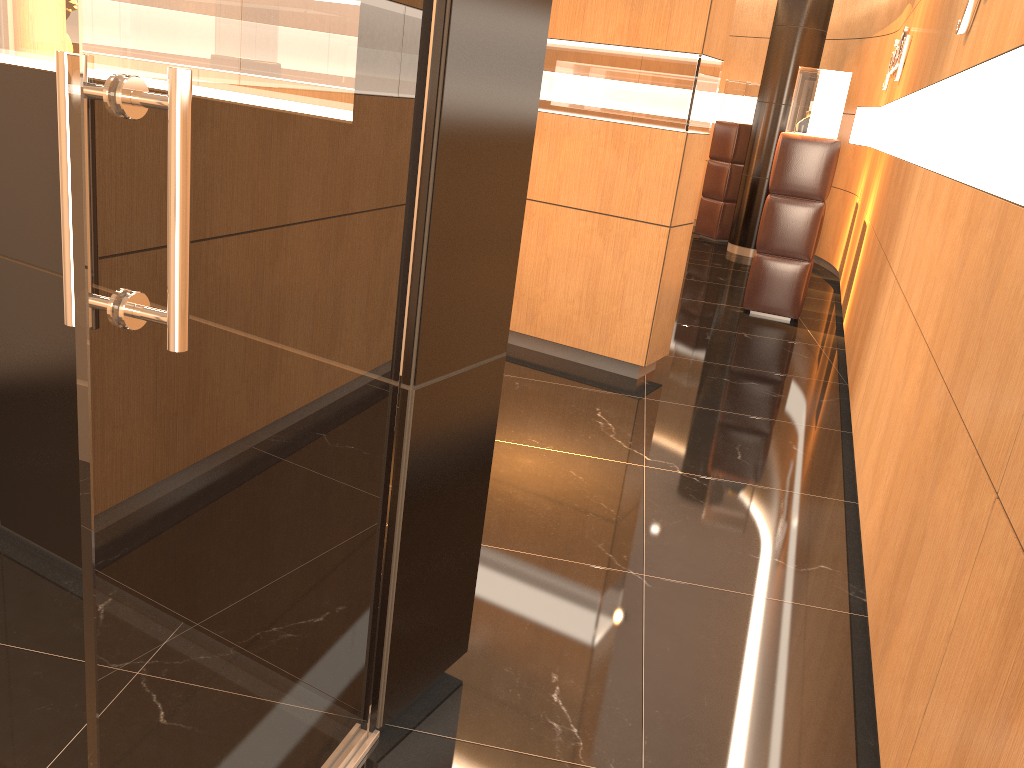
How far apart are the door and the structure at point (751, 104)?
10.24m

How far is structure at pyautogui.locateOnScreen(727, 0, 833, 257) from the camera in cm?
987

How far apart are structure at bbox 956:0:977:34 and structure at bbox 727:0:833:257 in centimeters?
681cm

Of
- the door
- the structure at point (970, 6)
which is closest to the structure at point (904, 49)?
the structure at point (970, 6)

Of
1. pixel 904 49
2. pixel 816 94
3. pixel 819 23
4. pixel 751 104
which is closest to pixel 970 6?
pixel 816 94

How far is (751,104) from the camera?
11.1 meters

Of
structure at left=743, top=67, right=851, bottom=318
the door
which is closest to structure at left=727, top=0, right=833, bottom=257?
structure at left=743, top=67, right=851, bottom=318

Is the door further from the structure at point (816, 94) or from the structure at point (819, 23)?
the structure at point (819, 23)

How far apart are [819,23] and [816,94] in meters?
3.6

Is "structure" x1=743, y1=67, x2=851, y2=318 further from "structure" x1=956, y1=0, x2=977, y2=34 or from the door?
the door
